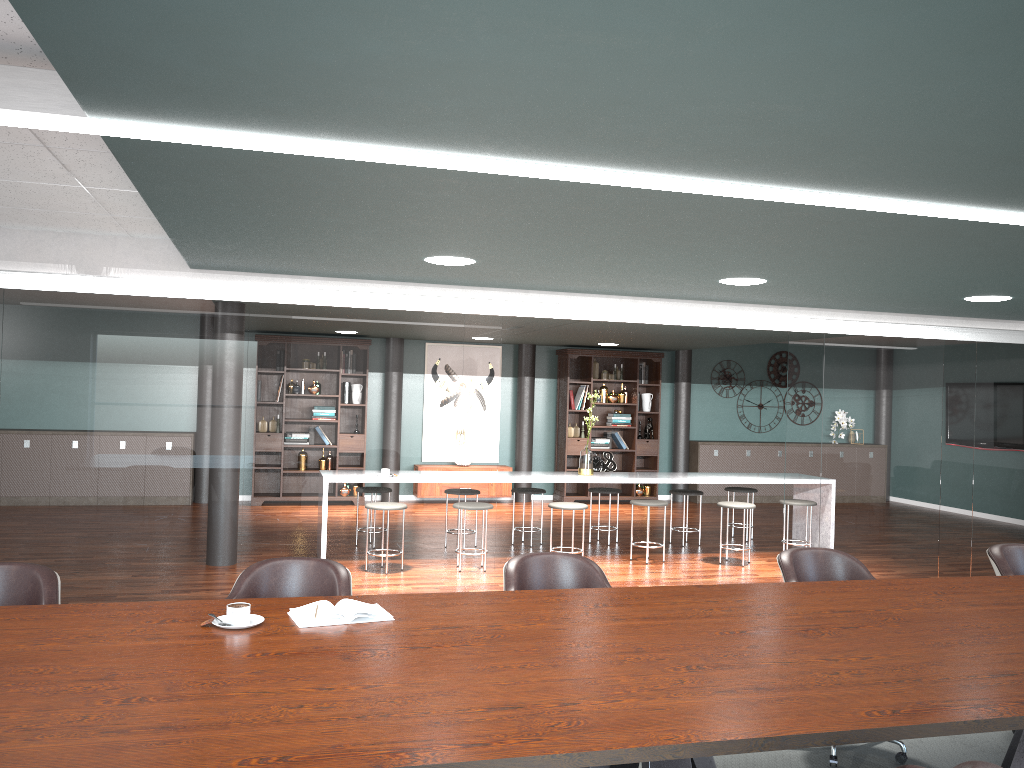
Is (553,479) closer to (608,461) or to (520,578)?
(520,578)

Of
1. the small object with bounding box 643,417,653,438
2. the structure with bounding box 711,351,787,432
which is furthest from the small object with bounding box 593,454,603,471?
the structure with bounding box 711,351,787,432

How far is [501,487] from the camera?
11.2m

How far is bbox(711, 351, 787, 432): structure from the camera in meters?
12.6

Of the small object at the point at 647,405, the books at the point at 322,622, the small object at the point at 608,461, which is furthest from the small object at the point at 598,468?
the books at the point at 322,622

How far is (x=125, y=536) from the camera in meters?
4.9 m

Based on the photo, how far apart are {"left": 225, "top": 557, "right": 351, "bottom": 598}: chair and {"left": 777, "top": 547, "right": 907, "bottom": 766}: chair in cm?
179

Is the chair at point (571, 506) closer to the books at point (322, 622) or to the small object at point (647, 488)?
the small object at point (647, 488)

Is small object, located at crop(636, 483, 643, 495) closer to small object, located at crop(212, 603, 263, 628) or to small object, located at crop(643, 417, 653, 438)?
small object, located at crop(643, 417, 653, 438)

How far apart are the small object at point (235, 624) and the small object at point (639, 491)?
9.3 meters
